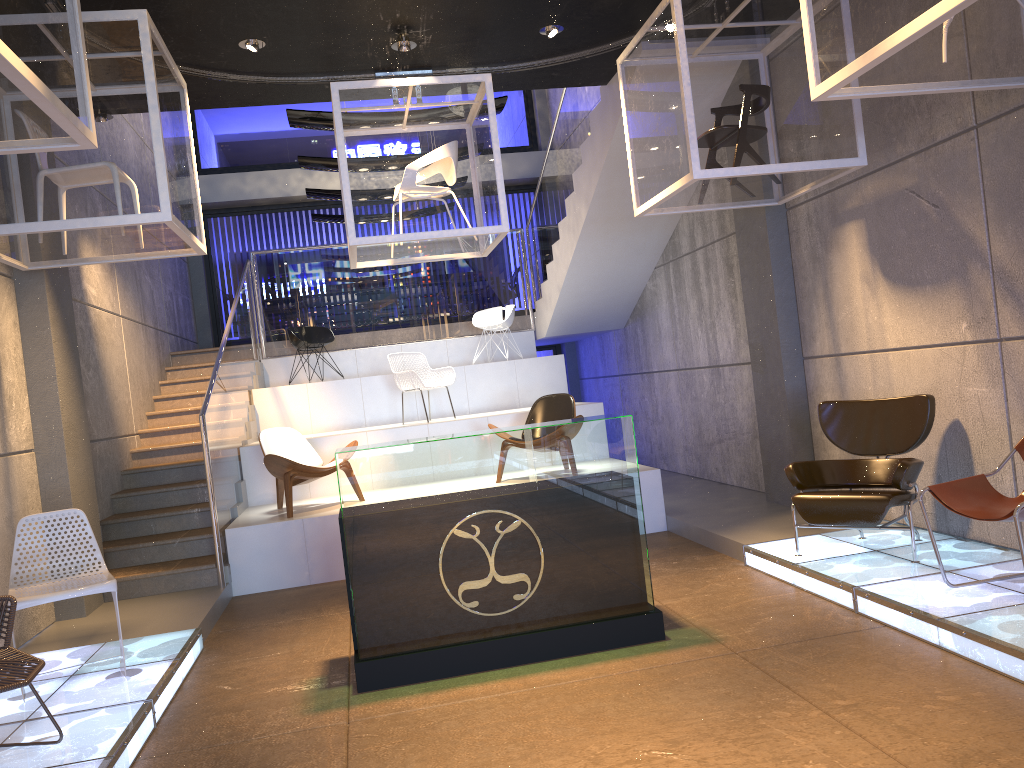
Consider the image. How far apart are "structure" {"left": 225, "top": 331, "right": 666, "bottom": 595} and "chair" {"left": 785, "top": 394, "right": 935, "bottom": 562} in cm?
201

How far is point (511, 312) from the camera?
11.4 meters

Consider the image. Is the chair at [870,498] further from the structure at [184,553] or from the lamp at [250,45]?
the lamp at [250,45]

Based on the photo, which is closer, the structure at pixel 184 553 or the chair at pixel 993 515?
the chair at pixel 993 515

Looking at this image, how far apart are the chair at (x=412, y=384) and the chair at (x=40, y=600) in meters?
4.7 m

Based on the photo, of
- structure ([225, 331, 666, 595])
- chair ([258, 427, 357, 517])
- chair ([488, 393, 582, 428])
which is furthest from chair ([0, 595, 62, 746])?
chair ([488, 393, 582, 428])

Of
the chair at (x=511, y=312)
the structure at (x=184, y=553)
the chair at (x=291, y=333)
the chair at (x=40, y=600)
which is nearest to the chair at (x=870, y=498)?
the structure at (x=184, y=553)

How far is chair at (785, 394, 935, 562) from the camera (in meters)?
5.21

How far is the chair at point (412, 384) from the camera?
9.5 meters

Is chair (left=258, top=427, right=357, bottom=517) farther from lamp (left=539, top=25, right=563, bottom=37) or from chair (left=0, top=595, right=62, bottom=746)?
lamp (left=539, top=25, right=563, bottom=37)
